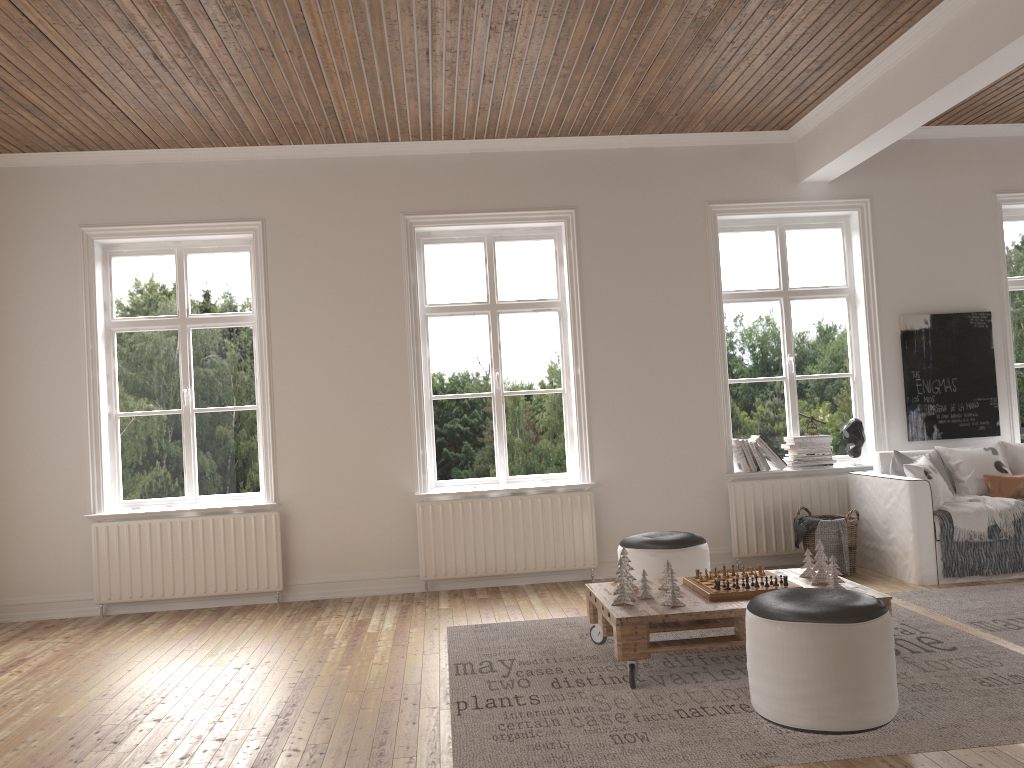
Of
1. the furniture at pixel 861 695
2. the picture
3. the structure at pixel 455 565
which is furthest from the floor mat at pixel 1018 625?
the structure at pixel 455 565

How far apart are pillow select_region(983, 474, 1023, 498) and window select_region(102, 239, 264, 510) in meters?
4.9 m

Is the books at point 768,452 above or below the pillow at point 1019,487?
above

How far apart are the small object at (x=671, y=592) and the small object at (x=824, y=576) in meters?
0.7

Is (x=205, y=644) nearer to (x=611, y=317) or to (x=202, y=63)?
(x=202, y=63)

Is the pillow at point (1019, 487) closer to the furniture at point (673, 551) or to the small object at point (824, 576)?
the furniture at point (673, 551)

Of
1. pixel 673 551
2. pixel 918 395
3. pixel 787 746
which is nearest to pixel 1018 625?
pixel 673 551

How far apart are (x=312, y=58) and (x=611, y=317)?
2.68m

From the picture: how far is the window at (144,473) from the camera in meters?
6.1

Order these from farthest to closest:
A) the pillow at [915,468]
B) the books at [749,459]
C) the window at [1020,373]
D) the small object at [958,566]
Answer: the window at [1020,373] → the books at [749,459] → the pillow at [915,468] → the small object at [958,566]
